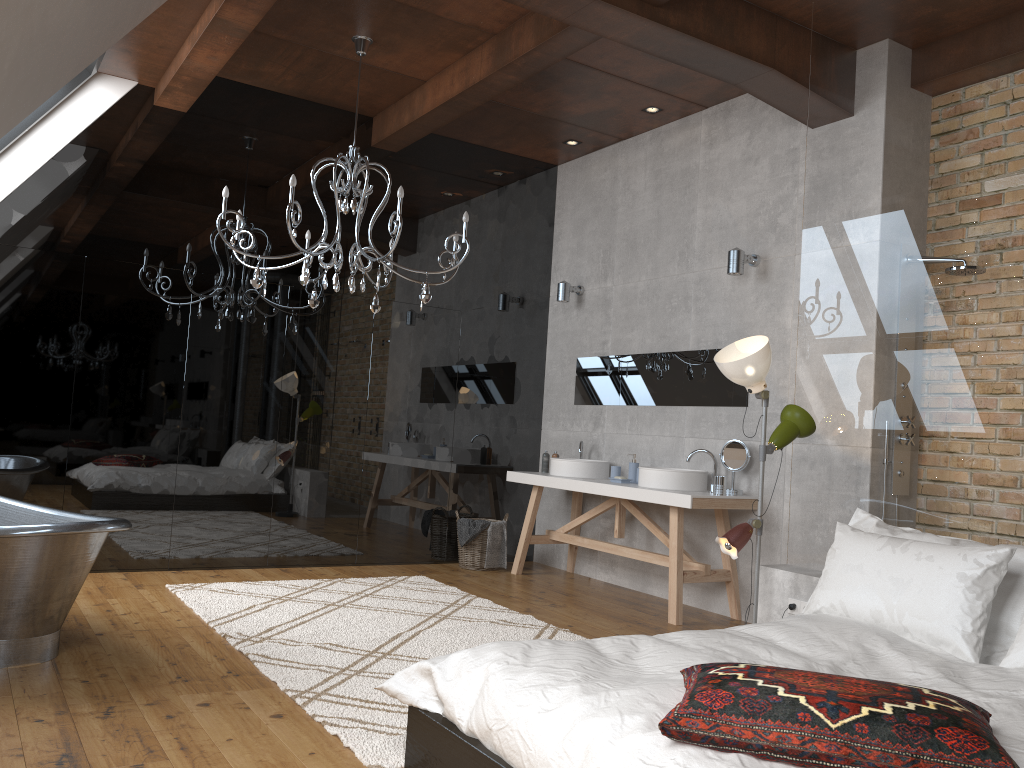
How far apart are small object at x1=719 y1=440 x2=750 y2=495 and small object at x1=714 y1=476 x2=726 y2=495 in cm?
14

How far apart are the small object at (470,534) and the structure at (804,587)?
2.76m

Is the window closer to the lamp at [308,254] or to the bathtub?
the lamp at [308,254]

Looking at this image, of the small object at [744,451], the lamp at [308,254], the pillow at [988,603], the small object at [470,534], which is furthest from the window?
the pillow at [988,603]

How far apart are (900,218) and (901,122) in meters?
0.5 m

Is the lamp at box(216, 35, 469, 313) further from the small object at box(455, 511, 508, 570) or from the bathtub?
the small object at box(455, 511, 508, 570)

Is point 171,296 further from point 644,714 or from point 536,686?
point 644,714

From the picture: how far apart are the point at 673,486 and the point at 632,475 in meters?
0.7 m

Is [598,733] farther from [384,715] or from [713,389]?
[713,389]

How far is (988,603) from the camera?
3.02m
